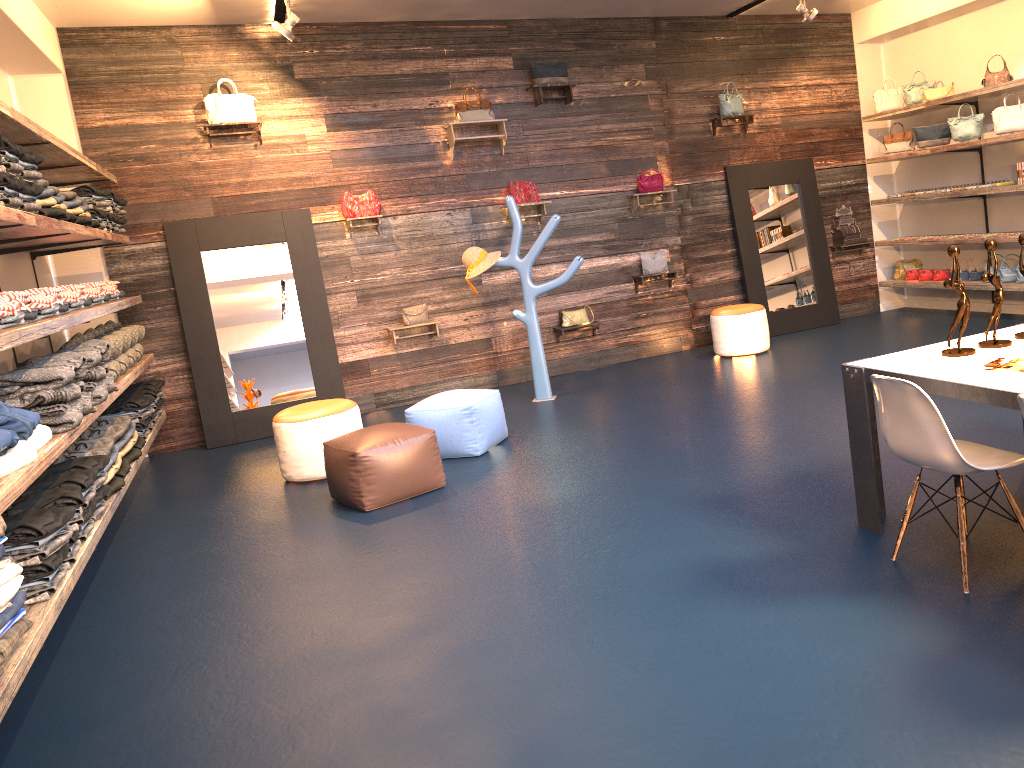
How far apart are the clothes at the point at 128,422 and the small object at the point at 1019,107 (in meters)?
7.54

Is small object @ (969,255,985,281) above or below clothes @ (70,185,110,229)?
below

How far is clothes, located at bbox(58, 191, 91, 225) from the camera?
5.4m

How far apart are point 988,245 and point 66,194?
5.0 meters

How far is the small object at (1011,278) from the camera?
8.1m

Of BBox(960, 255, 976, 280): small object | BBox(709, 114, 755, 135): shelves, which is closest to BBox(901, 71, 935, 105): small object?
BBox(709, 114, 755, 135): shelves

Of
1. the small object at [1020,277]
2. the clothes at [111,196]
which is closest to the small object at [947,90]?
the small object at [1020,277]

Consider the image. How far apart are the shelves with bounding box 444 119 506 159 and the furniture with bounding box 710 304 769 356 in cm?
261

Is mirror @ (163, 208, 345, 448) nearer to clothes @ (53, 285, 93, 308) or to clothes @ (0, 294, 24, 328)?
clothes @ (53, 285, 93, 308)

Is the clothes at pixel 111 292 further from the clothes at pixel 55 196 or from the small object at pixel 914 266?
the small object at pixel 914 266
